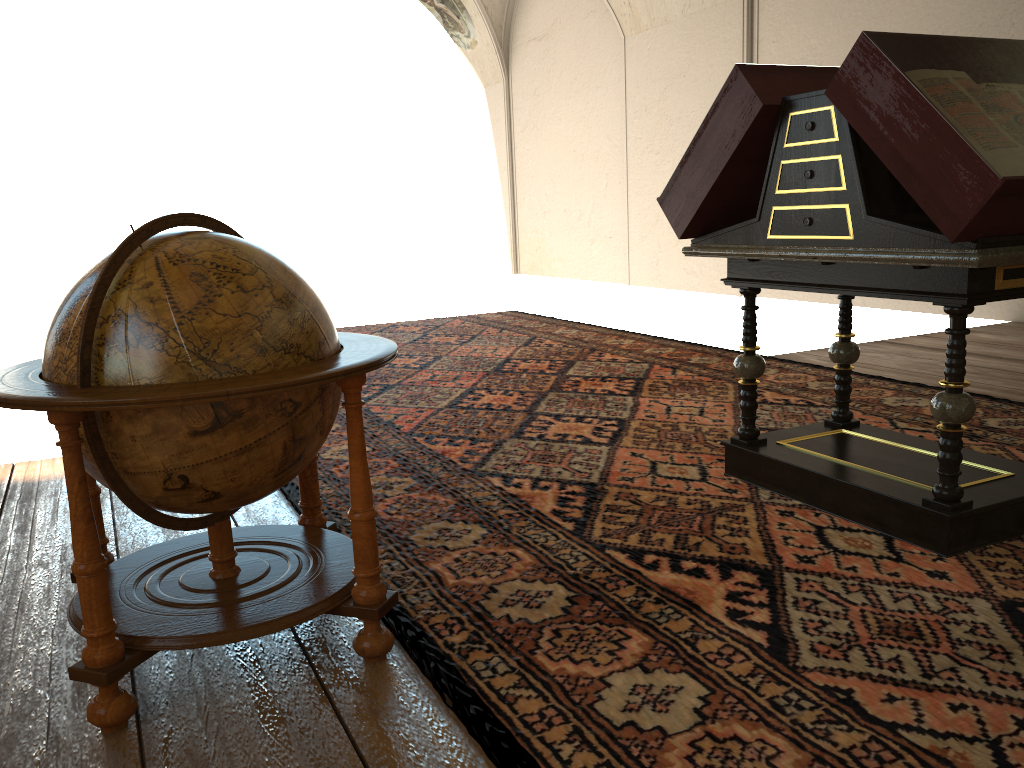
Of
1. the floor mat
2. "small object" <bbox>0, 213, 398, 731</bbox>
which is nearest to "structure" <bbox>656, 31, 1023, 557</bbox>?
the floor mat

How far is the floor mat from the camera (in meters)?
2.37

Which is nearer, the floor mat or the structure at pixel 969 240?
the floor mat

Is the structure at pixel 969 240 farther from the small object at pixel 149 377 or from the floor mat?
the small object at pixel 149 377

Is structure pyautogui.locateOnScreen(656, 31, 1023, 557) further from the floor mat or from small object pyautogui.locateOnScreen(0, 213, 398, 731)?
small object pyautogui.locateOnScreen(0, 213, 398, 731)

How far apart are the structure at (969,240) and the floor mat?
0.03m

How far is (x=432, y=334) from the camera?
10.4 meters

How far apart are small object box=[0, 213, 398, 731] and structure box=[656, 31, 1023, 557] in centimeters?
181cm

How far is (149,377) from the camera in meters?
2.4

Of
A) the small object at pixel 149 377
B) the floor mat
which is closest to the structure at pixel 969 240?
the floor mat
